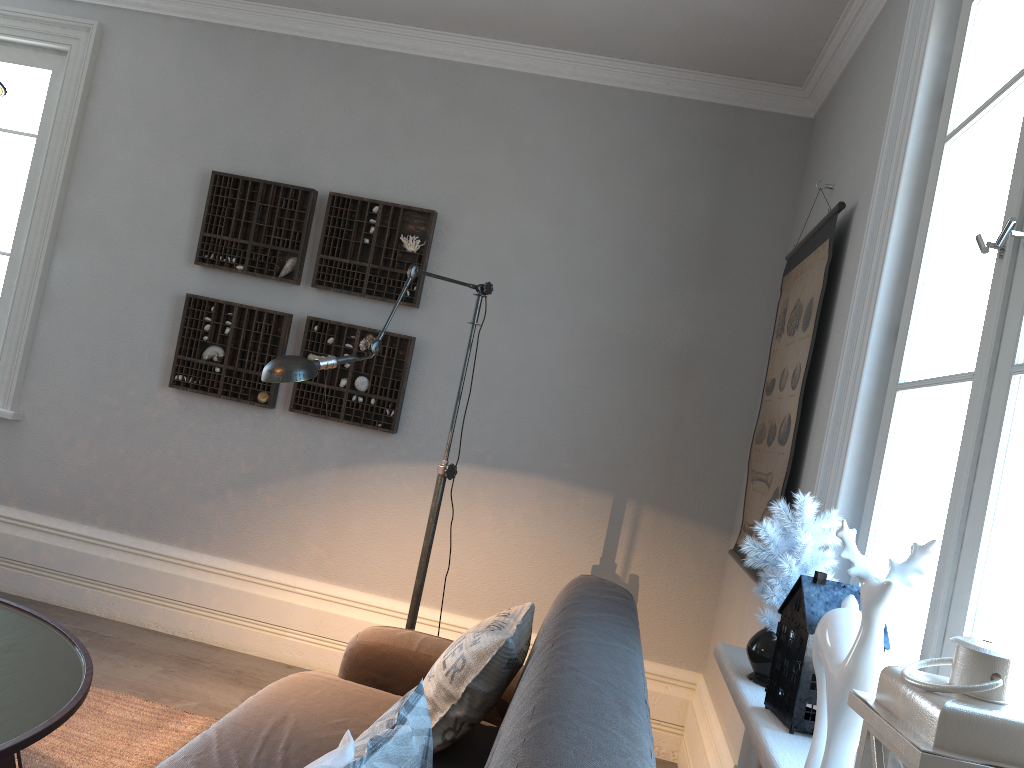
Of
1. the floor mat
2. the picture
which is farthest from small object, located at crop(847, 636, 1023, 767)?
the floor mat

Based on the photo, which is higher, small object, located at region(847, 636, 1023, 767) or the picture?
the picture

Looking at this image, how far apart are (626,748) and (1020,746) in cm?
50

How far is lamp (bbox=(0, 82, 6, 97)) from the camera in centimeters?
180cm

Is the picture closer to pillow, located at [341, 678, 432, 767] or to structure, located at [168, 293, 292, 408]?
pillow, located at [341, 678, 432, 767]

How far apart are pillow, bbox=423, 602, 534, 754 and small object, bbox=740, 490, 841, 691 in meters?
0.5

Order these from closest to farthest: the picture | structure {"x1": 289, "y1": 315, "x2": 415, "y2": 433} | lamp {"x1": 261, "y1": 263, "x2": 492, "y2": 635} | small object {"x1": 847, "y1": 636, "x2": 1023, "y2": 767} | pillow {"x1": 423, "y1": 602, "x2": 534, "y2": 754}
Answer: small object {"x1": 847, "y1": 636, "x2": 1023, "y2": 767}
pillow {"x1": 423, "y1": 602, "x2": 534, "y2": 754}
lamp {"x1": 261, "y1": 263, "x2": 492, "y2": 635}
the picture
structure {"x1": 289, "y1": 315, "x2": 415, "y2": 433}

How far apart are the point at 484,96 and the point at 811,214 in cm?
147

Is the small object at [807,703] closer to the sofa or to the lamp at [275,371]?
the sofa

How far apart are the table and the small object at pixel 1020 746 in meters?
1.4 m
